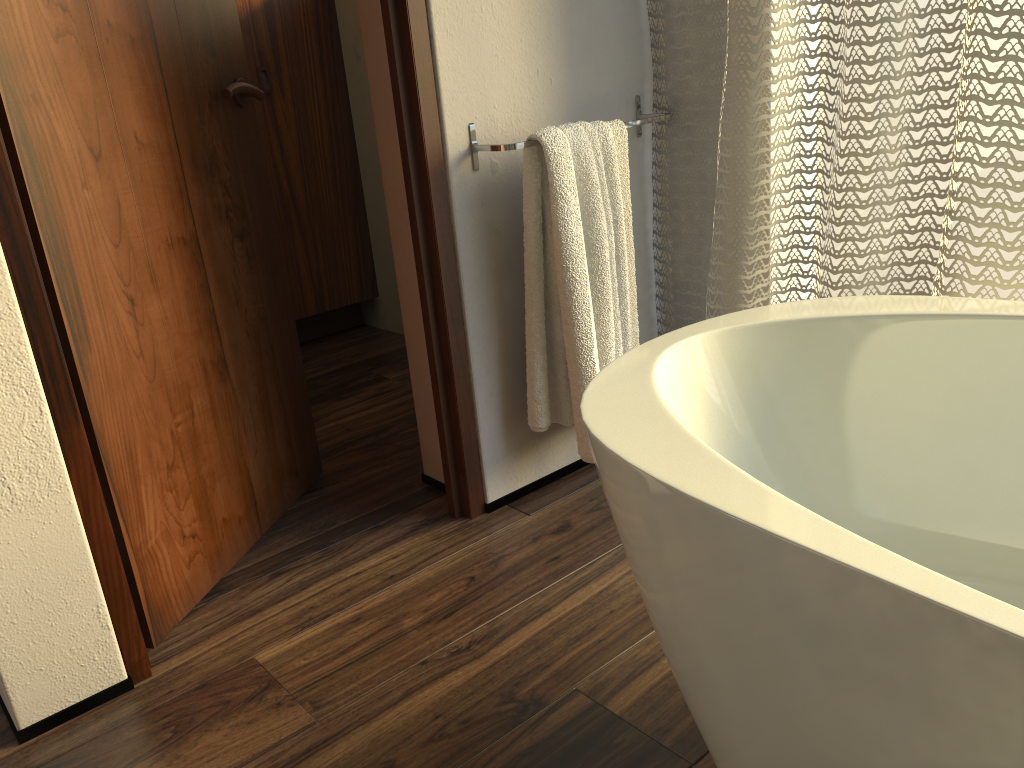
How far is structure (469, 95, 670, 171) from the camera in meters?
1.5

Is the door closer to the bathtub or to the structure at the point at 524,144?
the structure at the point at 524,144

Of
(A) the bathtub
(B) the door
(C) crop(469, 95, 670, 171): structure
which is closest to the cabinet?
(B) the door

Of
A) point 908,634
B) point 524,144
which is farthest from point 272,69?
point 908,634

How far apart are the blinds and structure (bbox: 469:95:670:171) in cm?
4

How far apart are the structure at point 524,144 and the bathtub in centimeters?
51cm

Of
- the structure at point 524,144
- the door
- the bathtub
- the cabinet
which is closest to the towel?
the structure at point 524,144

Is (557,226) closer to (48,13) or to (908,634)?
(48,13)

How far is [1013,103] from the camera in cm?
126

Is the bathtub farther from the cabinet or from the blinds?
the cabinet
